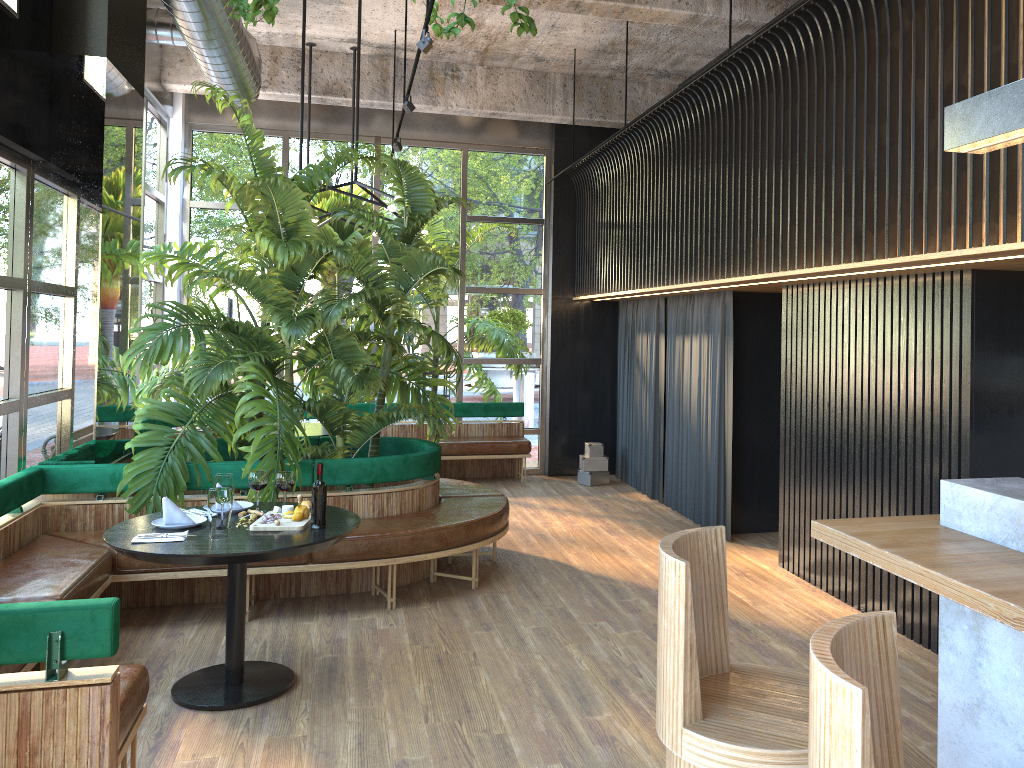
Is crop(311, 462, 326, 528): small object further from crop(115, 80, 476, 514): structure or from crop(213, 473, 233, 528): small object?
crop(213, 473, 233, 528): small object

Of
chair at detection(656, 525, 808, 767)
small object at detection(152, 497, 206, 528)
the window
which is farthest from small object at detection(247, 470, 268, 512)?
the window

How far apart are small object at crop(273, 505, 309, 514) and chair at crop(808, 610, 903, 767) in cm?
324

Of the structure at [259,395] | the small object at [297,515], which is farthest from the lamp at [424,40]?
the small object at [297,515]

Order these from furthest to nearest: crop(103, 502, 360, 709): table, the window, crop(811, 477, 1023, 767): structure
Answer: the window
crop(103, 502, 360, 709): table
crop(811, 477, 1023, 767): structure

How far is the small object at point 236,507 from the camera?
4.47m

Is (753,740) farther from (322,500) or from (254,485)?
(254,485)

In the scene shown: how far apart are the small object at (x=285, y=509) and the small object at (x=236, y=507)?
0.3m

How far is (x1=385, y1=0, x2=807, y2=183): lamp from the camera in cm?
461

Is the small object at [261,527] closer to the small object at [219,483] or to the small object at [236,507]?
the small object at [219,483]
